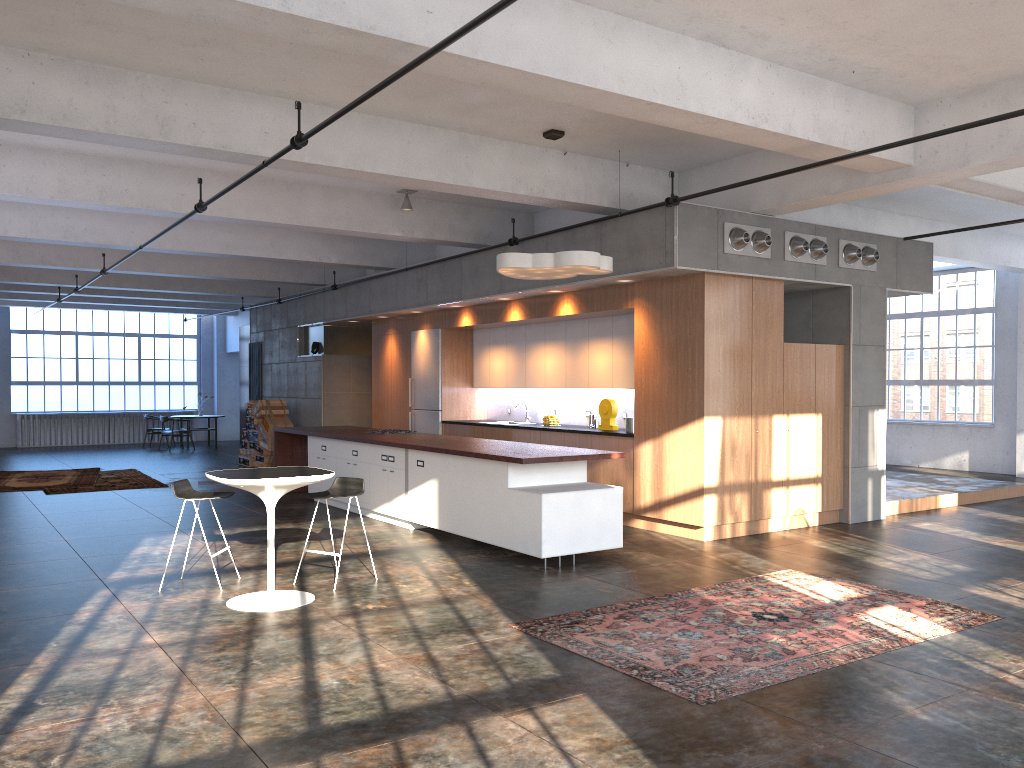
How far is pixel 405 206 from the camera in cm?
1093

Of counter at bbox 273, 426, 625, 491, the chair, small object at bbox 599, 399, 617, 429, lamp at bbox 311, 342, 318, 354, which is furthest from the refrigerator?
the chair

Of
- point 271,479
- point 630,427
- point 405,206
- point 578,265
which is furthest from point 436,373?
point 271,479

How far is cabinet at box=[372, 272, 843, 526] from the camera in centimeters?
891cm

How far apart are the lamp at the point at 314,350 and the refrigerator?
3.3m

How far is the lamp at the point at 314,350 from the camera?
16.7 meters

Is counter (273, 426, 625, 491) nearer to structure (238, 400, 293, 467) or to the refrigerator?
the refrigerator

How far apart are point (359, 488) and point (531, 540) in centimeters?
156cm

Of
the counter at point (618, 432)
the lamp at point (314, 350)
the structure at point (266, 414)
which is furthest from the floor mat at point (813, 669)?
the structure at point (266, 414)

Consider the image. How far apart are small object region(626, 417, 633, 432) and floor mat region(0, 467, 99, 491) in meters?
9.2
